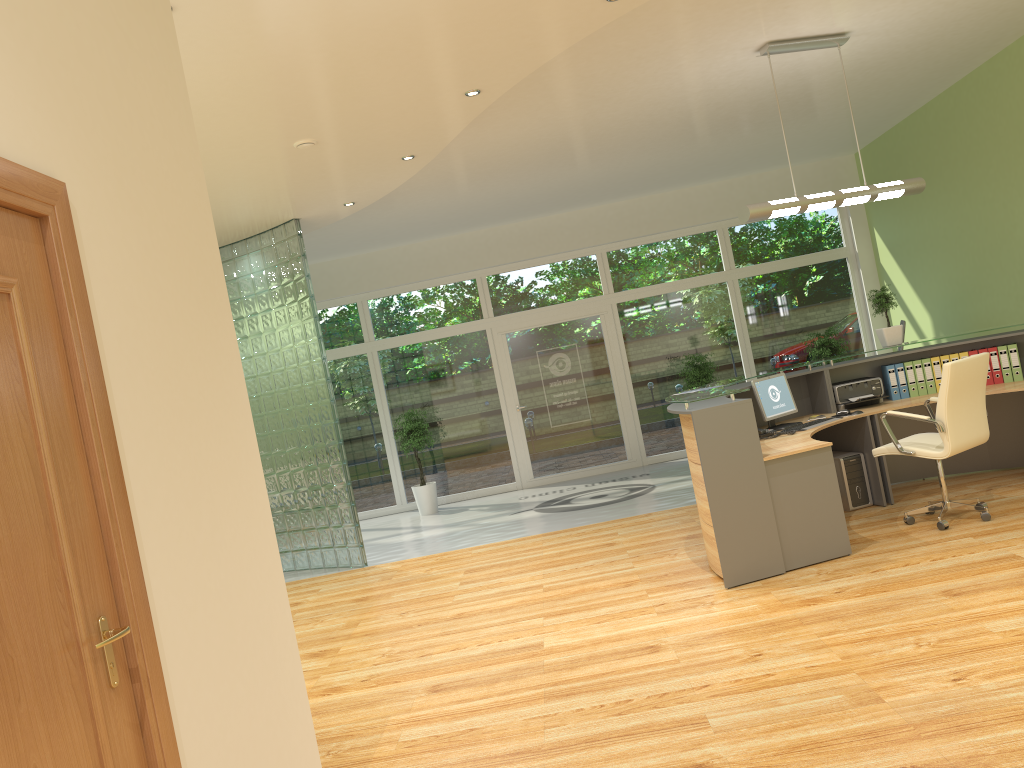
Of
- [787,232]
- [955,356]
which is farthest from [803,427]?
[787,232]

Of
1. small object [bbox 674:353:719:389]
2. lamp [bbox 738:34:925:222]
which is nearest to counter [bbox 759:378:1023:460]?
lamp [bbox 738:34:925:222]

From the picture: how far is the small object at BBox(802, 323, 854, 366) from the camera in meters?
11.0

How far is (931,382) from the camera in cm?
704

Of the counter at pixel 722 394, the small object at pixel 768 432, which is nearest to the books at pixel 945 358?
the counter at pixel 722 394

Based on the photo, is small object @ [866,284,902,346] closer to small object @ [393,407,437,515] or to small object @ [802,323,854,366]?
small object @ [802,323,854,366]

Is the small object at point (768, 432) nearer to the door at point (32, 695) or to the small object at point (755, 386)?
the small object at point (755, 386)

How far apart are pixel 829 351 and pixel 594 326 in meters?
3.0 m

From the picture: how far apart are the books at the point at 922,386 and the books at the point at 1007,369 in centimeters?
58cm

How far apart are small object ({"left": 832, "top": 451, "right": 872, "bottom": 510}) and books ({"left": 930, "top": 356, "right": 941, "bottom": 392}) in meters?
1.0 m
